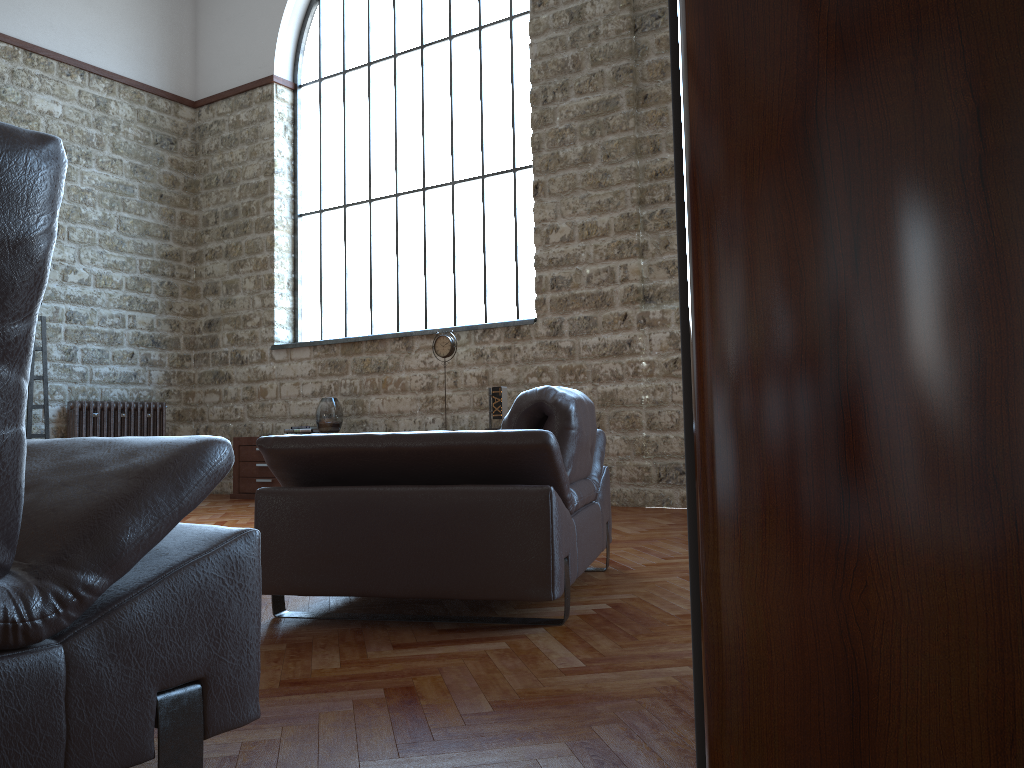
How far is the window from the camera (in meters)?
7.94

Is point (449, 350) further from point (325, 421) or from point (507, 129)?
point (507, 129)

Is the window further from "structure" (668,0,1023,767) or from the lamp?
"structure" (668,0,1023,767)

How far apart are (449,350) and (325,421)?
1.4m

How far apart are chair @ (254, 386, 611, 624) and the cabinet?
5.2 meters

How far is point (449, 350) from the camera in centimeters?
751cm

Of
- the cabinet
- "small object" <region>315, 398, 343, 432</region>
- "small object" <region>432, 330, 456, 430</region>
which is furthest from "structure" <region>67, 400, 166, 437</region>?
"small object" <region>432, 330, 456, 430</region>

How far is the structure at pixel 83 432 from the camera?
8.5 meters

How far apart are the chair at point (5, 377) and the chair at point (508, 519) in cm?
108

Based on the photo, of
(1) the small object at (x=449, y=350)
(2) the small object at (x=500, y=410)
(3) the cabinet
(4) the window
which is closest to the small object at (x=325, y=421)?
(3) the cabinet
